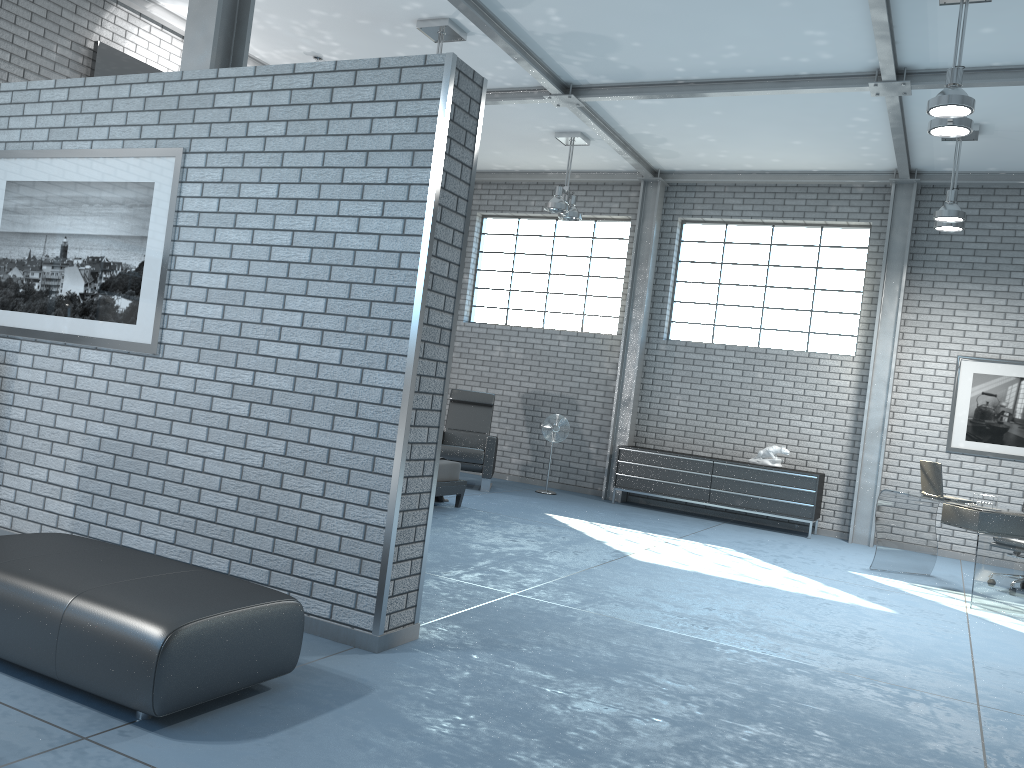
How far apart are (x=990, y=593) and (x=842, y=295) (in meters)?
4.43

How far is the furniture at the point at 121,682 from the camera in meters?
2.6 m

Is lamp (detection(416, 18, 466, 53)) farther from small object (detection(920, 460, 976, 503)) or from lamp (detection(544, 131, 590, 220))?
small object (detection(920, 460, 976, 503))

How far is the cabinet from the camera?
9.44m

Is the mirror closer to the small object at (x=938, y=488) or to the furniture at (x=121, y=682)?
the furniture at (x=121, y=682)

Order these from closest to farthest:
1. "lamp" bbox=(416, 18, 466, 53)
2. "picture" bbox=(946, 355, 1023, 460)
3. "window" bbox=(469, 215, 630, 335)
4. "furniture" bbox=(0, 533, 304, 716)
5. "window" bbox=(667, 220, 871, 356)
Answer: "furniture" bbox=(0, 533, 304, 716), "lamp" bbox=(416, 18, 466, 53), "picture" bbox=(946, 355, 1023, 460), "window" bbox=(667, 220, 871, 356), "window" bbox=(469, 215, 630, 335)

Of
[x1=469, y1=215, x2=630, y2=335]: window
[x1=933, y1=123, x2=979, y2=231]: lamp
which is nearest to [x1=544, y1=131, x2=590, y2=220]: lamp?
[x1=469, y1=215, x2=630, y2=335]: window

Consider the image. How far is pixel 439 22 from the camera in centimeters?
701cm

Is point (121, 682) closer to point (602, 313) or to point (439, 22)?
point (439, 22)

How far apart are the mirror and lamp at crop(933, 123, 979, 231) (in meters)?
6.90
